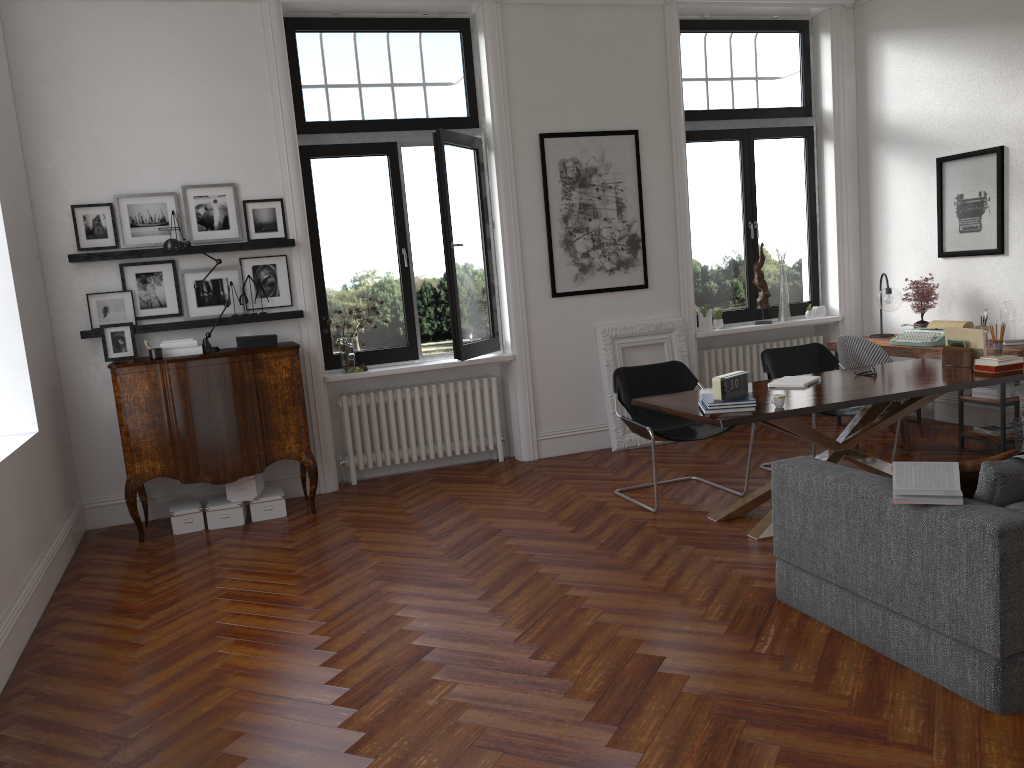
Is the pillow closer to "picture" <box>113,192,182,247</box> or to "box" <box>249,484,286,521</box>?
"box" <box>249,484,286,521</box>

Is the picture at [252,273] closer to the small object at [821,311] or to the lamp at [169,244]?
the lamp at [169,244]

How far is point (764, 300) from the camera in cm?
808

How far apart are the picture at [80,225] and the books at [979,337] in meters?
5.7

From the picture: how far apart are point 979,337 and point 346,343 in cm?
443

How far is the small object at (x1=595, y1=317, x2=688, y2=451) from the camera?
7.5m

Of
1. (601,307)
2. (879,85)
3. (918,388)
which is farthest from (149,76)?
(879,85)

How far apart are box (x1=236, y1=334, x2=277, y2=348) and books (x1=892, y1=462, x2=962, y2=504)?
4.4m

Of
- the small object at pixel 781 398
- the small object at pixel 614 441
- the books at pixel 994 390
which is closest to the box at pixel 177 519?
the small object at pixel 614 441

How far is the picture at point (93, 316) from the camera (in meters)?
6.22
